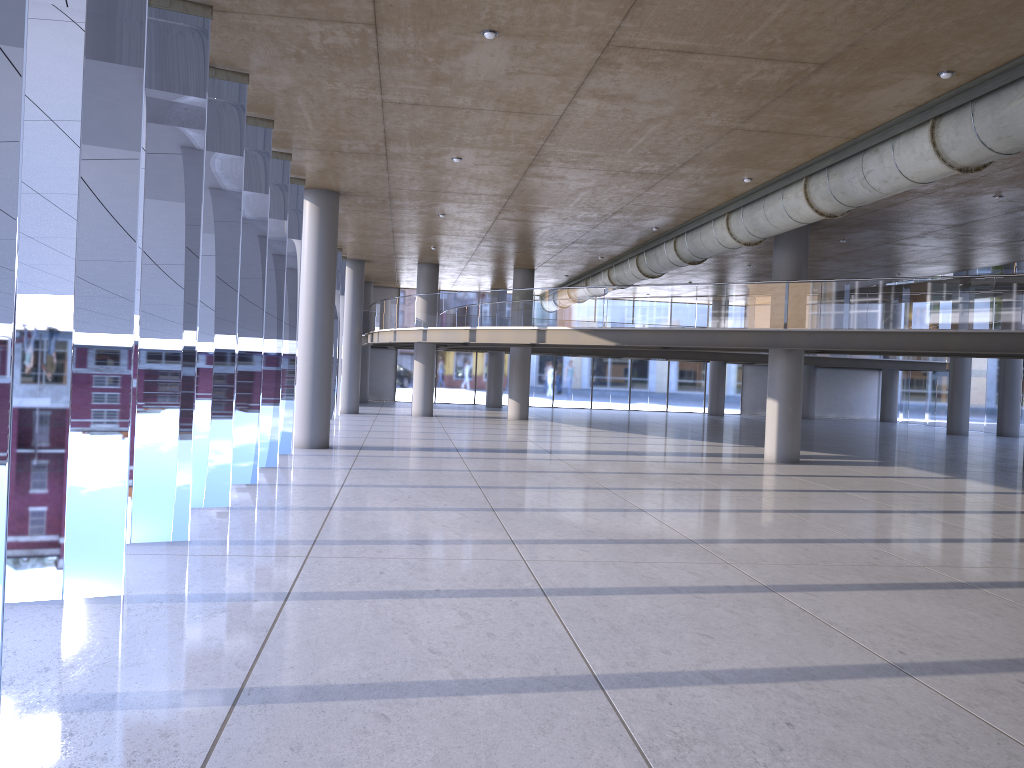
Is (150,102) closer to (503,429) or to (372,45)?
(503,429)
